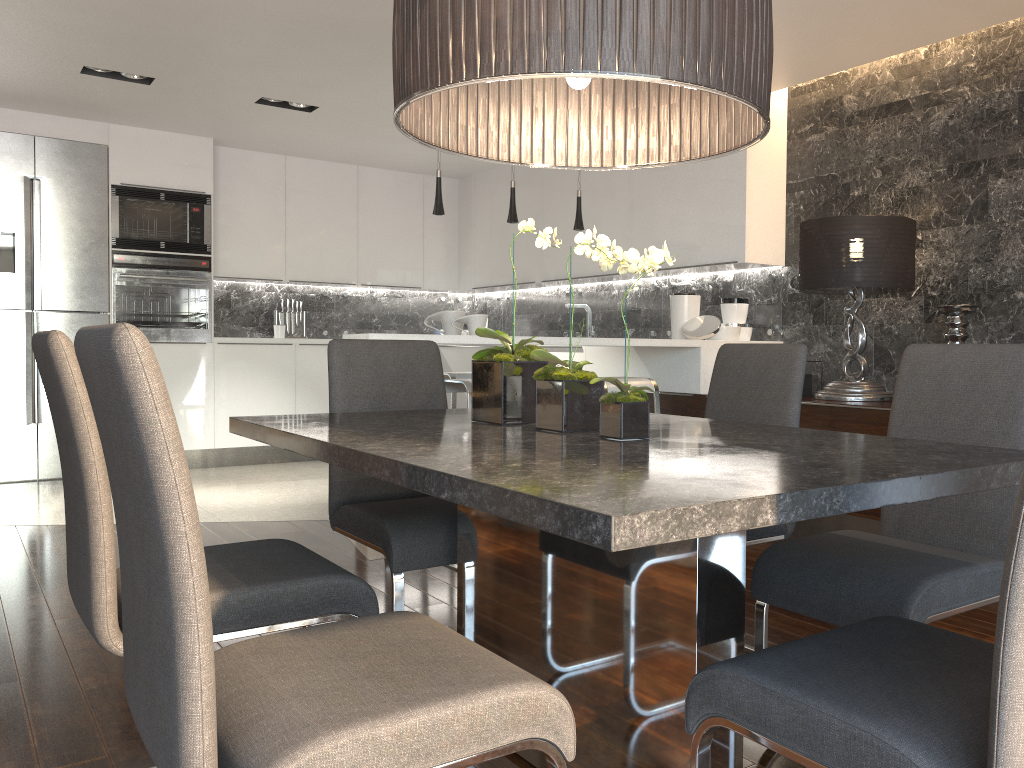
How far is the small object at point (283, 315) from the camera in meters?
7.6

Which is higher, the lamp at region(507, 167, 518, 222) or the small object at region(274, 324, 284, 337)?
the lamp at region(507, 167, 518, 222)

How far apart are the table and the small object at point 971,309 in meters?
2.4

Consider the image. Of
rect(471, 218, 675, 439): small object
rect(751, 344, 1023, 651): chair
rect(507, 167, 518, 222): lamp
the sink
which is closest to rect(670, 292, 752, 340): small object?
rect(507, 167, 518, 222): lamp

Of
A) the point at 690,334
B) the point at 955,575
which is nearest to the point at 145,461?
the point at 955,575

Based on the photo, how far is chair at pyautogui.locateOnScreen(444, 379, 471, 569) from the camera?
3.76m

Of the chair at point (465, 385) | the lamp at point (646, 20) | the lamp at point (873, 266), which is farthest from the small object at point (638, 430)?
the lamp at point (873, 266)

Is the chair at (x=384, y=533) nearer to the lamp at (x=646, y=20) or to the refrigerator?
the lamp at (x=646, y=20)

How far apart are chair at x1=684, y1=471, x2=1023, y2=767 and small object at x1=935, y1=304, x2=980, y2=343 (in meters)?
2.99

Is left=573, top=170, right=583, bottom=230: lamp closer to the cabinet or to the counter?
the cabinet
